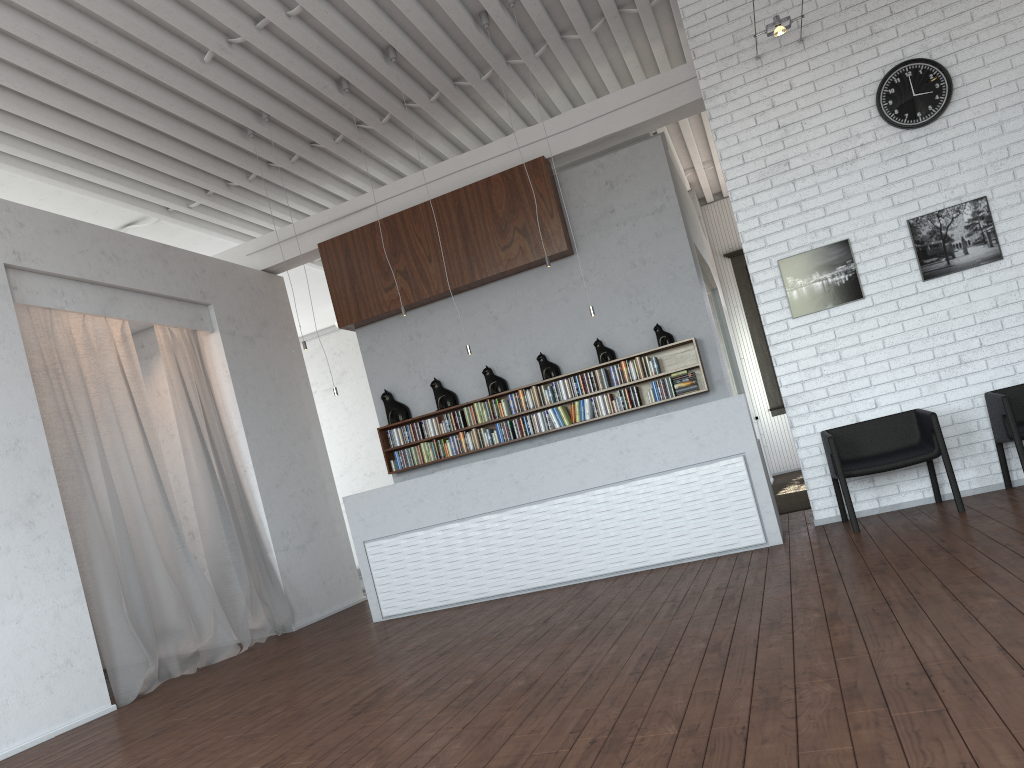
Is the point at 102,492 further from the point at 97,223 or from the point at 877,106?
the point at 877,106

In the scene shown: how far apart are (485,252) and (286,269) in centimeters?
261cm

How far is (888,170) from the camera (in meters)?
7.01

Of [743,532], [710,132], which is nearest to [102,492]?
[743,532]
